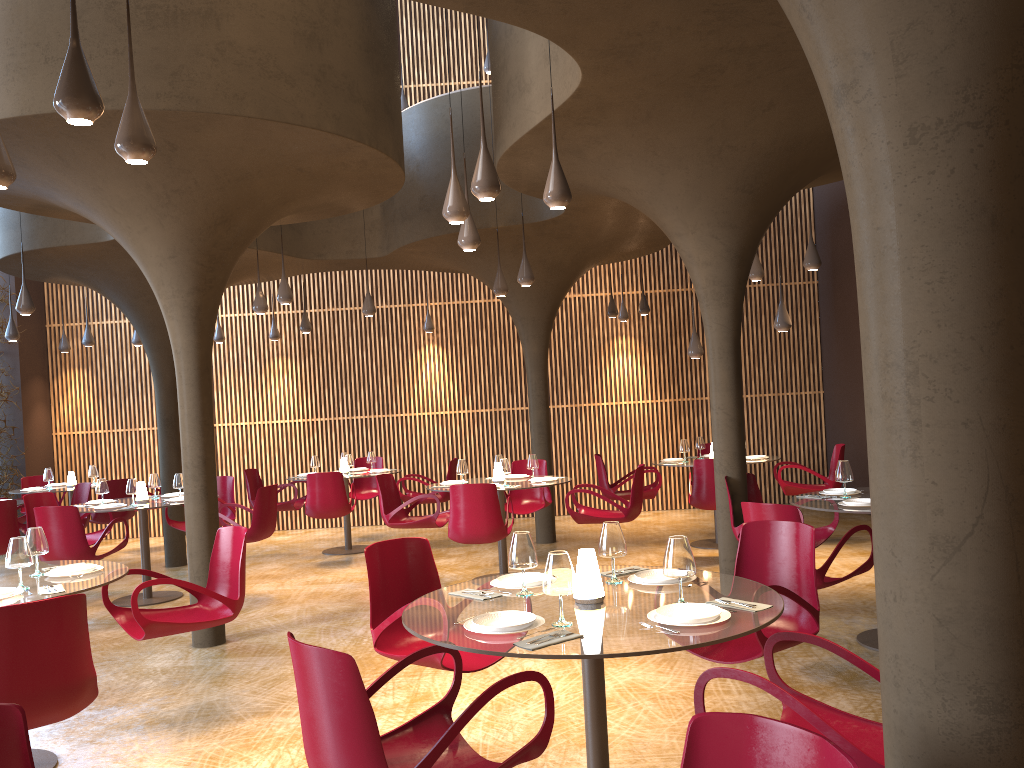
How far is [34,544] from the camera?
5.4 meters

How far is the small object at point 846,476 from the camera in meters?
7.0 m

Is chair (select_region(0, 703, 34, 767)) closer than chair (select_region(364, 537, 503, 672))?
Yes

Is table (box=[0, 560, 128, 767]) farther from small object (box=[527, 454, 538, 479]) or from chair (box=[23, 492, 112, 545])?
small object (box=[527, 454, 538, 479])

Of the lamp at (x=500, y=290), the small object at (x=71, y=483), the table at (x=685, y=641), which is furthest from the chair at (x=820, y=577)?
the small object at (x=71, y=483)

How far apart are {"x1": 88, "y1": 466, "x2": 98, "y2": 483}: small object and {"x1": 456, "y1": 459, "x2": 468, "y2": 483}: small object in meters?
6.5 m

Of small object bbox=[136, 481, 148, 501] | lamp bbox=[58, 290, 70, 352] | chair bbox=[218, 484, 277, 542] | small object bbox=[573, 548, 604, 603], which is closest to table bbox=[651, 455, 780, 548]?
chair bbox=[218, 484, 277, 542]

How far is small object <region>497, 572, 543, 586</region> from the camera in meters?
4.3 m

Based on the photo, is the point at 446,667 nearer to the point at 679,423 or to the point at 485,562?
the point at 485,562

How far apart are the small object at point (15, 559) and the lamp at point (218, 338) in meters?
10.4 m
